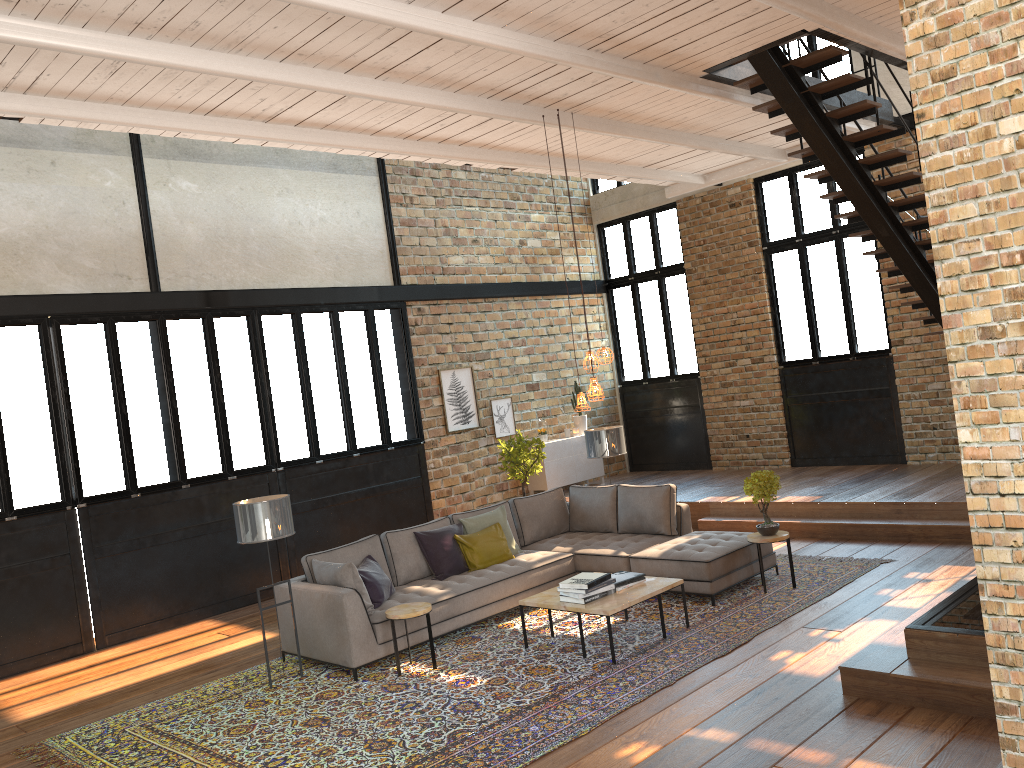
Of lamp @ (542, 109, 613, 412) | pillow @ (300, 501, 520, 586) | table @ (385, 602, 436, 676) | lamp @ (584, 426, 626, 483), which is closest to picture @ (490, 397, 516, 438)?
lamp @ (584, 426, 626, 483)

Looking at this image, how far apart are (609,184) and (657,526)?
7.60m

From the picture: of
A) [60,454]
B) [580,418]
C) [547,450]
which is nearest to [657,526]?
[547,450]

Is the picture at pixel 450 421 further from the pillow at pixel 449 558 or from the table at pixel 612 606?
the table at pixel 612 606

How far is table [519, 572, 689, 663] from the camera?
6.3 meters

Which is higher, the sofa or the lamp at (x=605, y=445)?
Result: the lamp at (x=605, y=445)

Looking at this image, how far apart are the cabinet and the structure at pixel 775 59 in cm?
516

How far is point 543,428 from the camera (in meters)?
13.00

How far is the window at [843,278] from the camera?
11.8 meters

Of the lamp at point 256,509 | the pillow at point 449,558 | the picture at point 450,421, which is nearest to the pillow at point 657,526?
the pillow at point 449,558
